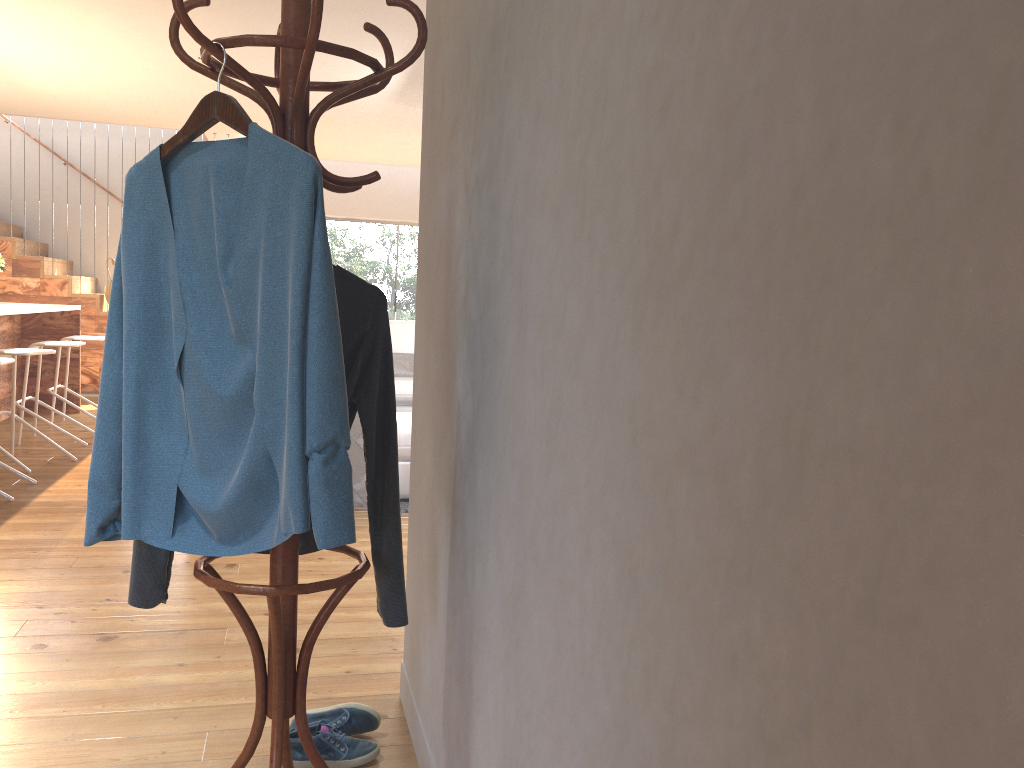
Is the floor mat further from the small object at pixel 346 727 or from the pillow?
the pillow

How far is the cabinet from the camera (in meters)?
7.04

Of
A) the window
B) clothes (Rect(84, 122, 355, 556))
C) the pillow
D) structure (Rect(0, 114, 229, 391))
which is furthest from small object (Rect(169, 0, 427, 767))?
the window

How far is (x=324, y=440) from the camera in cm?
145

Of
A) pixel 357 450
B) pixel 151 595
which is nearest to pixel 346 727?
pixel 151 595

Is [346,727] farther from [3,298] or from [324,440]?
[3,298]

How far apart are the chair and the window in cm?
552

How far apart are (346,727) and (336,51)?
1.7 meters

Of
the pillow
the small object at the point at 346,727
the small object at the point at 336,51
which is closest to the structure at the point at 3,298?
the pillow

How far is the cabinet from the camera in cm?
704
